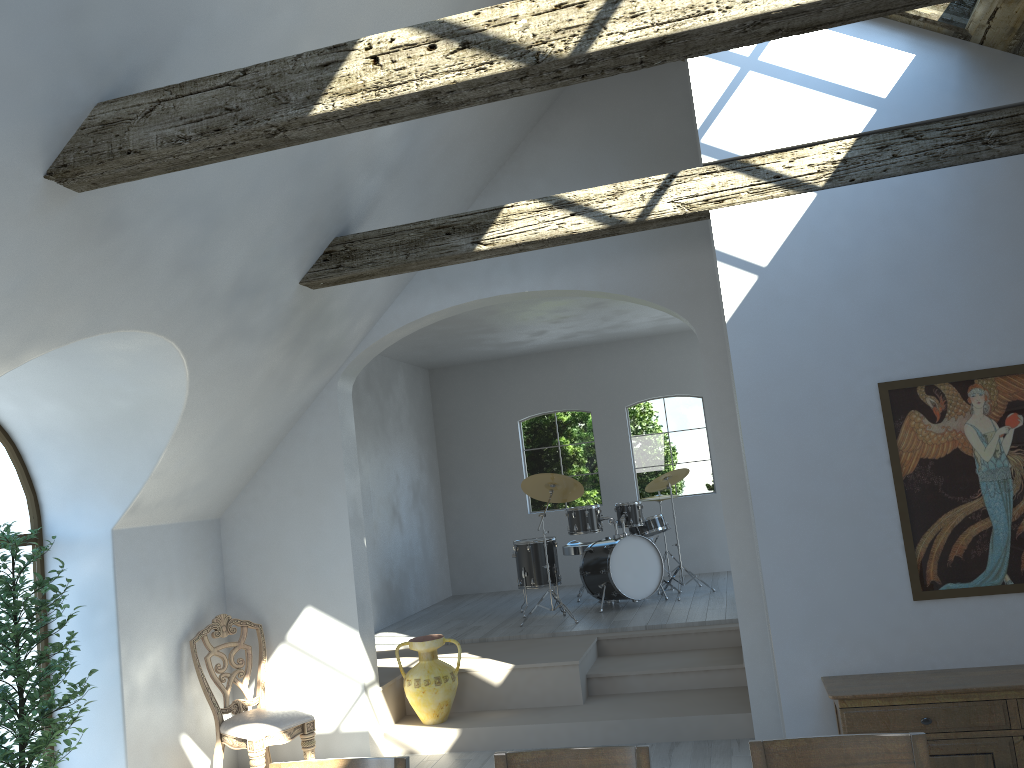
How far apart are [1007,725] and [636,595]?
4.87m

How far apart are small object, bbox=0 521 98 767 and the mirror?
4.28m

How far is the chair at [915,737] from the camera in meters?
2.4 m

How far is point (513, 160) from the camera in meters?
6.2 m

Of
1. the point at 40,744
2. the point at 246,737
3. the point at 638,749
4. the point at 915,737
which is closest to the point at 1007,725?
the point at 915,737

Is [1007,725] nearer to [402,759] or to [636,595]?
[402,759]

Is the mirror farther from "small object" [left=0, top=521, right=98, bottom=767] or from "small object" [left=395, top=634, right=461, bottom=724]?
"small object" [left=0, top=521, right=98, bottom=767]

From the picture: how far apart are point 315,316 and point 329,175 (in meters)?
1.18

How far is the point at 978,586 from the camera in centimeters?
414cm

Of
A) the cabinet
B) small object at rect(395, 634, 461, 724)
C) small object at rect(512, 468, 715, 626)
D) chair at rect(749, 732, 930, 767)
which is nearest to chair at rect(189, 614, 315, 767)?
small object at rect(395, 634, 461, 724)
